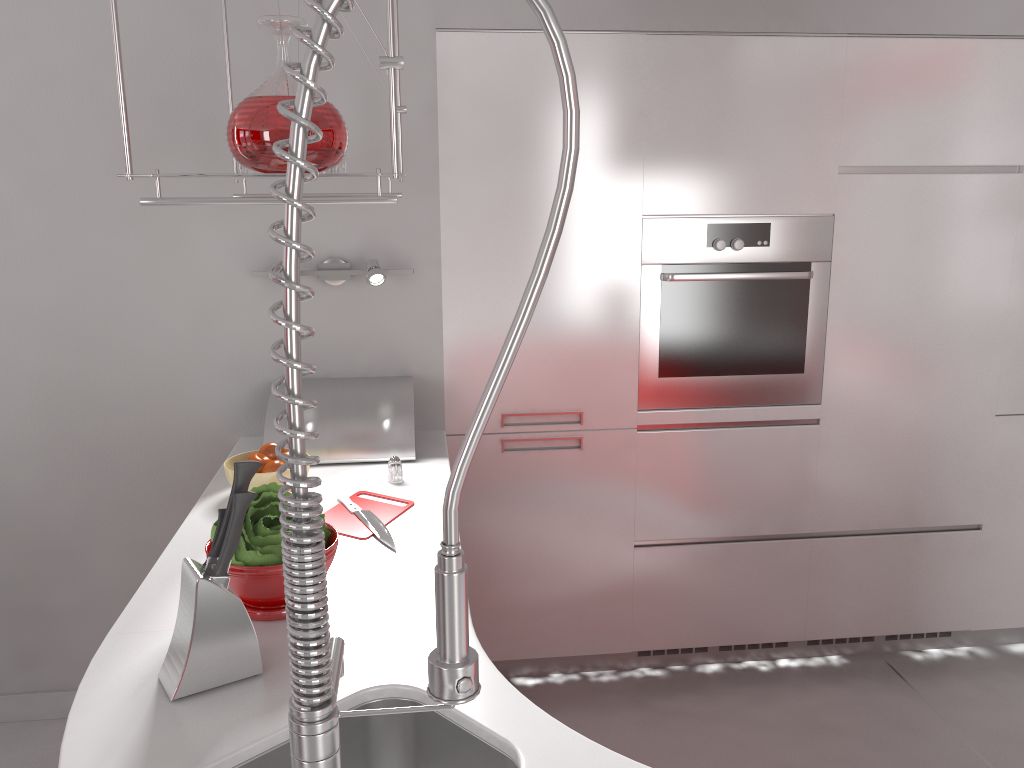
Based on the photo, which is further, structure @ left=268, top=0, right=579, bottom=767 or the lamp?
the lamp

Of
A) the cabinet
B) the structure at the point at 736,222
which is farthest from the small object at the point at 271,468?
the structure at the point at 736,222

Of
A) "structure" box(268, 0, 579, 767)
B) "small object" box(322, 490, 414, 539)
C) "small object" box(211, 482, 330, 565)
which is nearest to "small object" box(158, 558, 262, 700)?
"small object" box(211, 482, 330, 565)

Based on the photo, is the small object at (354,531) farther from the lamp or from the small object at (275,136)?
the small object at (275,136)

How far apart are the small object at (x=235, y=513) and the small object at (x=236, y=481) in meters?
0.0 m

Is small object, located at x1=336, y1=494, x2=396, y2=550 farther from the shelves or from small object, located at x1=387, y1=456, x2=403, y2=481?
the shelves

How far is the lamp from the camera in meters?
2.4

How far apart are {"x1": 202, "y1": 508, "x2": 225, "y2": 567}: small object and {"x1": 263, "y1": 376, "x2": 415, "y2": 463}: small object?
1.02m

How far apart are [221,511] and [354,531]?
0.58m

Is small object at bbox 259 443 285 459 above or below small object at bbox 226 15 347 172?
below
